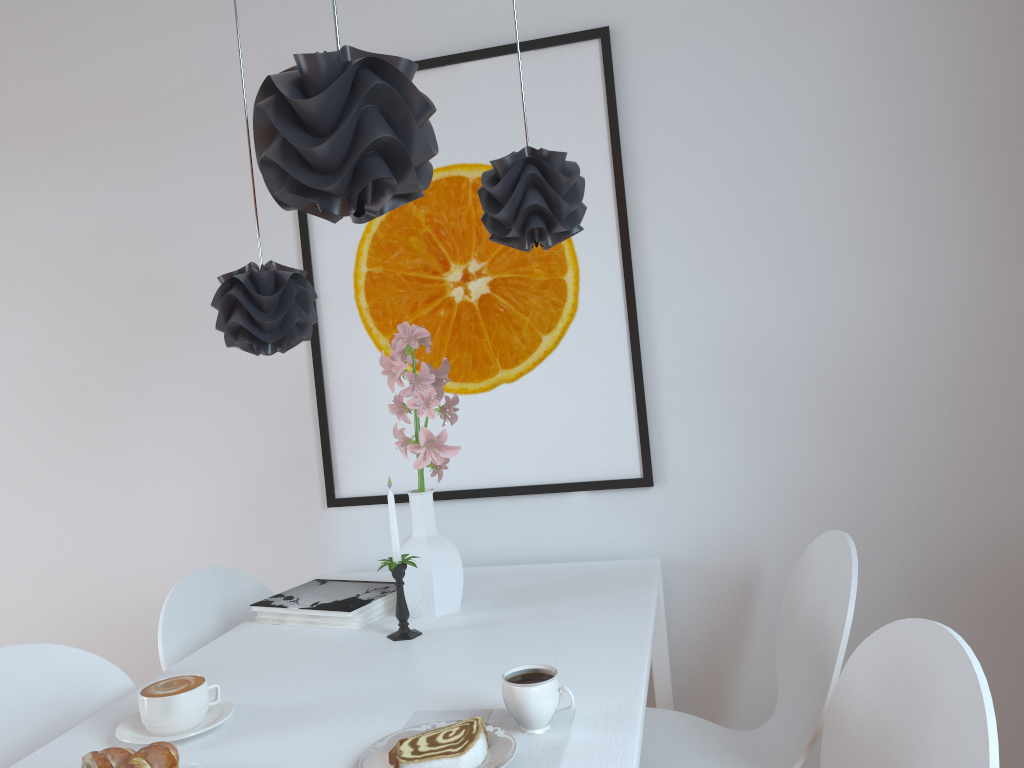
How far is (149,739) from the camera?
1.21m

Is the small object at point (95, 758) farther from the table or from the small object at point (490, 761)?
the small object at point (490, 761)

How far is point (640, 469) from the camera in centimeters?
204cm

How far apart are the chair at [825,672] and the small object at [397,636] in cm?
53

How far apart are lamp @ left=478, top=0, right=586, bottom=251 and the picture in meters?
0.6

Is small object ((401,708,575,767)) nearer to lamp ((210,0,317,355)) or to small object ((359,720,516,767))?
small object ((359,720,516,767))

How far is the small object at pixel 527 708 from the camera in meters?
1.1

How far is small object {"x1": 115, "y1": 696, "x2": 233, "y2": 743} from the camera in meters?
1.2

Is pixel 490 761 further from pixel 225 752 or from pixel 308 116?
pixel 308 116

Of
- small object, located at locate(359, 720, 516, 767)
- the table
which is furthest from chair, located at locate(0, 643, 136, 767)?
small object, located at locate(359, 720, 516, 767)
